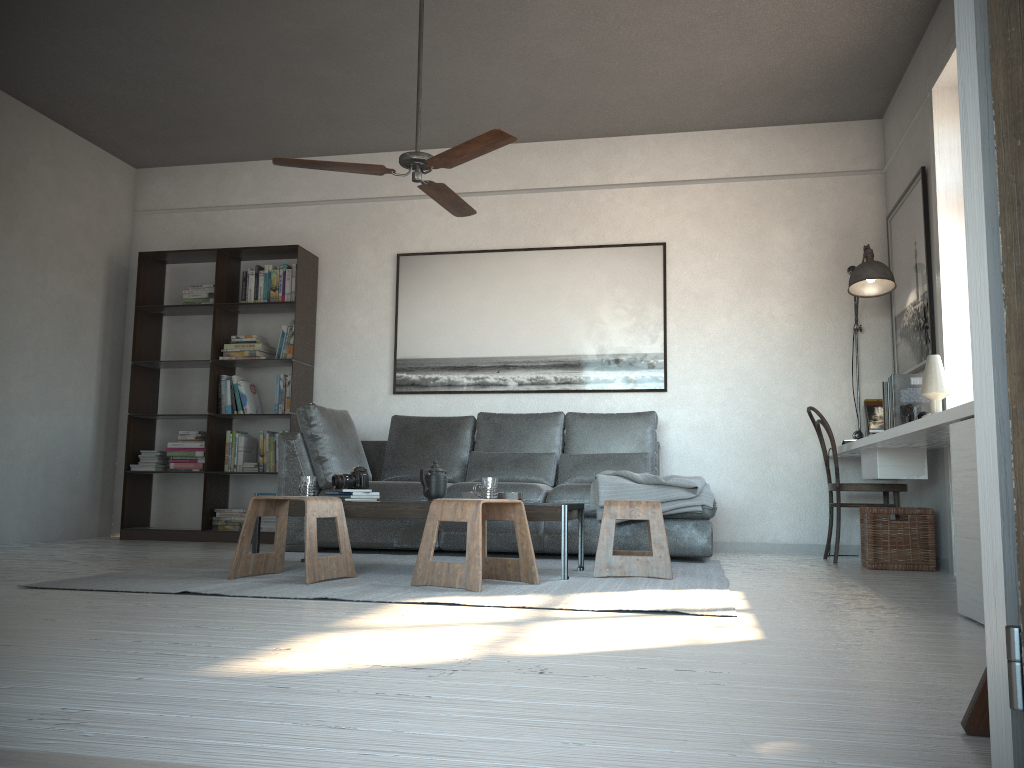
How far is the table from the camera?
3.77m

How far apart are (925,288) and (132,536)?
5.4 meters

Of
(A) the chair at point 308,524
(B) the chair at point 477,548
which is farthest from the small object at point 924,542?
(A) the chair at point 308,524

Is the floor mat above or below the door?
below

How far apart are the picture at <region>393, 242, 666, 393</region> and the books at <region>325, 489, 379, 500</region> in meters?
2.1 m

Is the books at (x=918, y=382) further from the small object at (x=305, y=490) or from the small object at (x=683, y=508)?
the small object at (x=305, y=490)

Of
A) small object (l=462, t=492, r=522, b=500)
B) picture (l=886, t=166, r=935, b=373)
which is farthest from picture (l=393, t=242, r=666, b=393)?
small object (l=462, t=492, r=522, b=500)

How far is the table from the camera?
3.77m

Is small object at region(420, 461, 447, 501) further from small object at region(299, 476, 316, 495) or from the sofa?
the sofa

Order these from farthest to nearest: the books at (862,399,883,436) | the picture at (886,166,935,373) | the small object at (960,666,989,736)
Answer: the books at (862,399,883,436)
the picture at (886,166,935,373)
the small object at (960,666,989,736)
